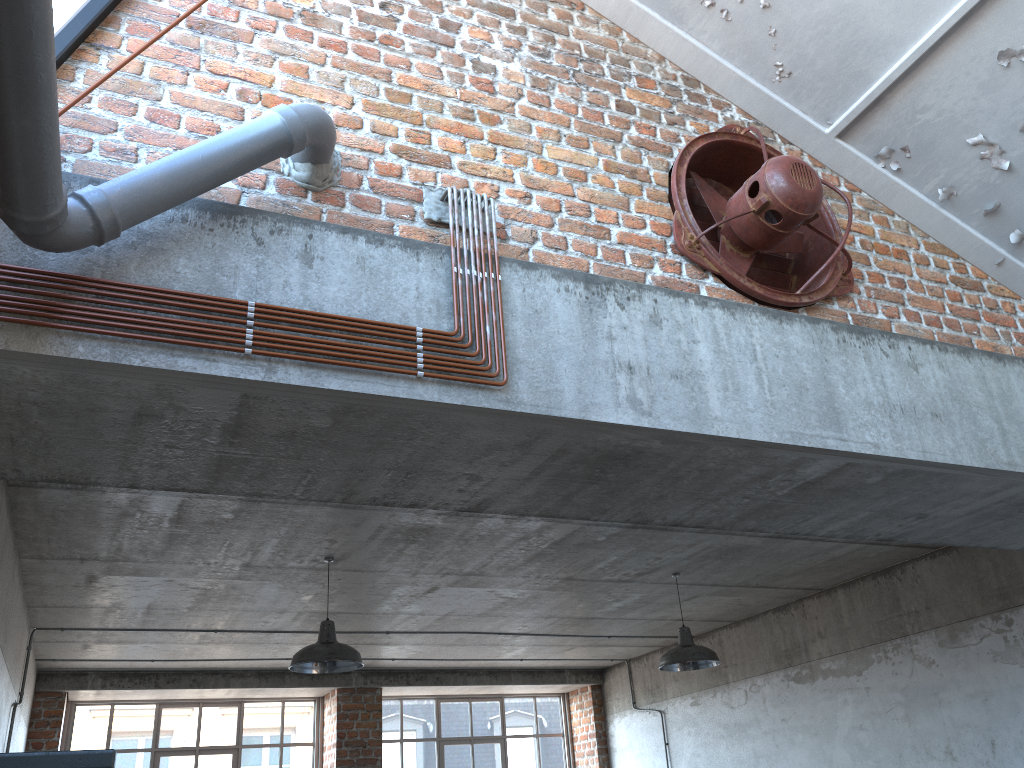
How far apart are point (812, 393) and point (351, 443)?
2.0 meters

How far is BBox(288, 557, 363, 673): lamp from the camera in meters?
5.8 m

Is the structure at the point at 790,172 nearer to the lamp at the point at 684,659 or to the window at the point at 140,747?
the lamp at the point at 684,659

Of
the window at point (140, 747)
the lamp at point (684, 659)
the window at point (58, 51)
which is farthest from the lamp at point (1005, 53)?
the window at point (140, 747)

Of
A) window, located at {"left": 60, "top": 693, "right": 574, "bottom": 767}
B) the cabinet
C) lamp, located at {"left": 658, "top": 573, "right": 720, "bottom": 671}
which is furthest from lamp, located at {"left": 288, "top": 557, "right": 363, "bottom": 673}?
window, located at {"left": 60, "top": 693, "right": 574, "bottom": 767}

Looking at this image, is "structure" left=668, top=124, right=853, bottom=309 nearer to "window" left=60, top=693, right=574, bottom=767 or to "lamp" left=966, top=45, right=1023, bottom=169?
"lamp" left=966, top=45, right=1023, bottom=169

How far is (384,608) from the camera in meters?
7.9

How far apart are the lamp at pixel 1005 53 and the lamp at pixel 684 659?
4.19m

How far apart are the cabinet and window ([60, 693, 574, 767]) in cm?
961

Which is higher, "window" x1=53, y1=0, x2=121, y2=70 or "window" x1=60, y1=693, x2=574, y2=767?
"window" x1=53, y1=0, x2=121, y2=70
